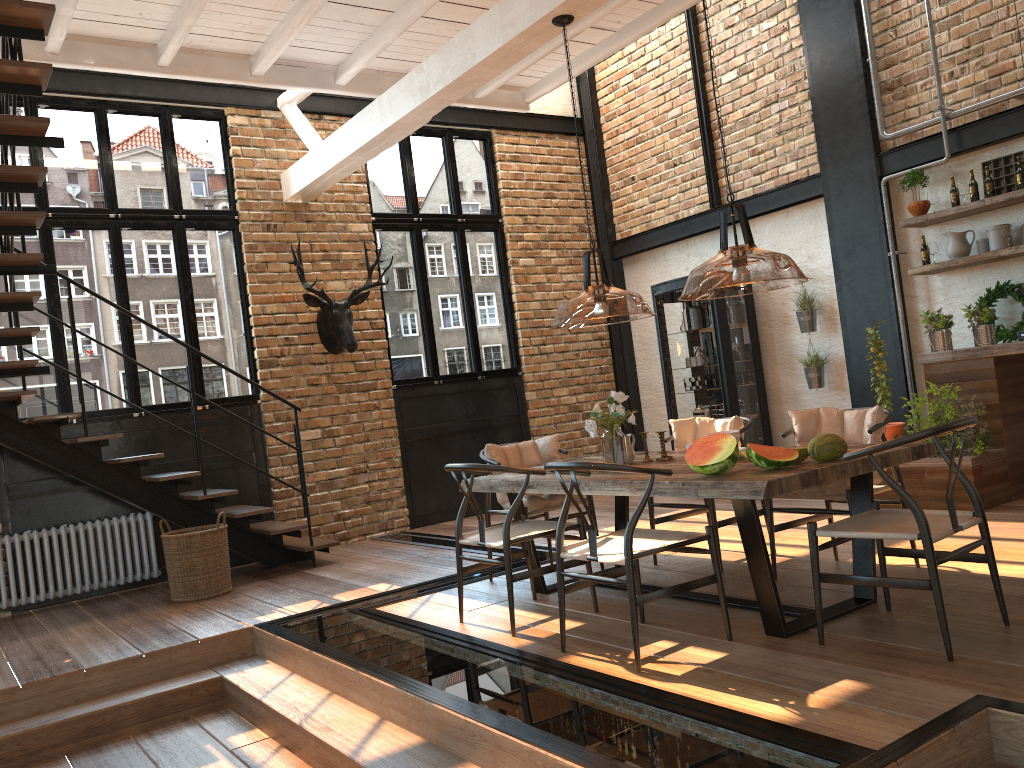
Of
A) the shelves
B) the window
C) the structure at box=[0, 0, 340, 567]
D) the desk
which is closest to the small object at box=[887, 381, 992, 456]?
the desk

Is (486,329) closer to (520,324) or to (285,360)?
(520,324)

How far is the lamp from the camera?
1.9m

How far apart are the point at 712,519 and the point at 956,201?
3.5 meters

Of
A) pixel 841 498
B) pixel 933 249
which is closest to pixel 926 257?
pixel 933 249

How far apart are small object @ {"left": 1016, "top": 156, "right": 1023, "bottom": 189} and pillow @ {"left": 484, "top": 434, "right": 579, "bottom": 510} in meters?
3.9

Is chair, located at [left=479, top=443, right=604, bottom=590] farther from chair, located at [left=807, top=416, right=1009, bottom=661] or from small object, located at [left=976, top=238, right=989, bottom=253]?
small object, located at [left=976, top=238, right=989, bottom=253]

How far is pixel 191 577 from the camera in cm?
637

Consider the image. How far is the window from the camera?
7.4m

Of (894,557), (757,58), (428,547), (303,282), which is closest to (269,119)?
(303,282)
